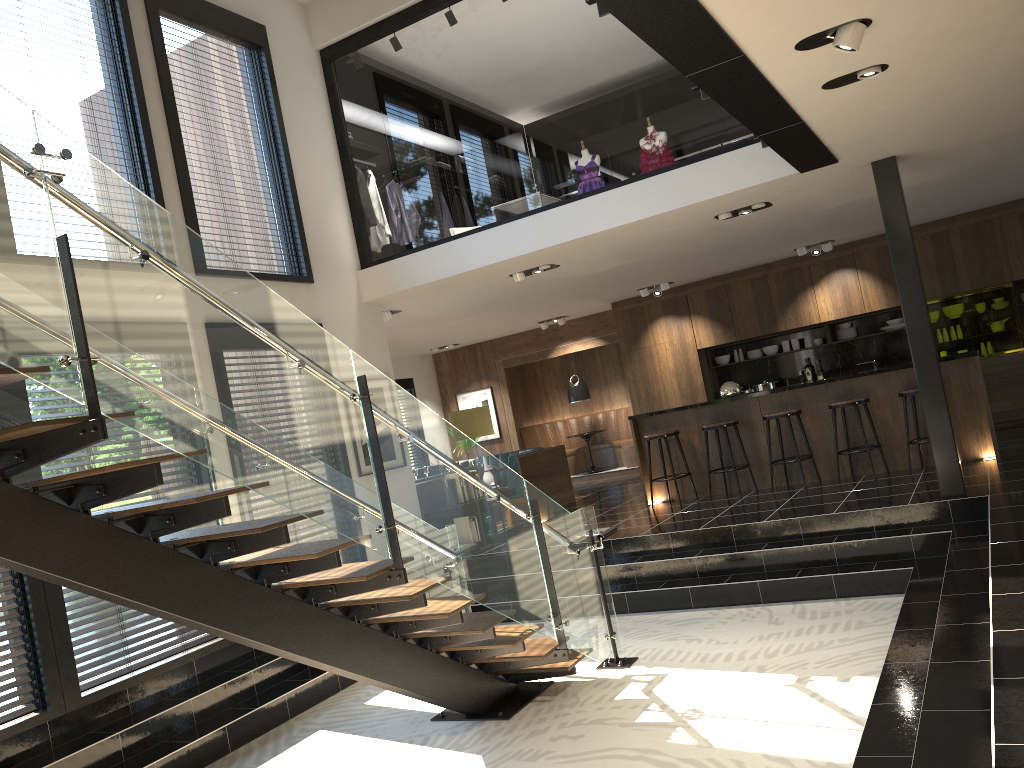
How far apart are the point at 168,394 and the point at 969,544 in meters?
5.2

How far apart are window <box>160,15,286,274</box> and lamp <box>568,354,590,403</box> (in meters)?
7.58

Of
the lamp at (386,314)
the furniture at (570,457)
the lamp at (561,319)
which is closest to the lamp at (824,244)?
the lamp at (561,319)

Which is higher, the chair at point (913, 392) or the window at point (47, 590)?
the chair at point (913, 392)

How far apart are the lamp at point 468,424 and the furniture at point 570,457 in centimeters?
577cm

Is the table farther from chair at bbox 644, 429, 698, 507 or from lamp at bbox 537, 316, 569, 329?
chair at bbox 644, 429, 698, 507

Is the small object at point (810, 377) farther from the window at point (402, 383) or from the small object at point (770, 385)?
the window at point (402, 383)

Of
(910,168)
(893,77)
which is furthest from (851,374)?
(893,77)

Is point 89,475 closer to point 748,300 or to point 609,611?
point 609,611

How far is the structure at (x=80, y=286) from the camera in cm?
306
